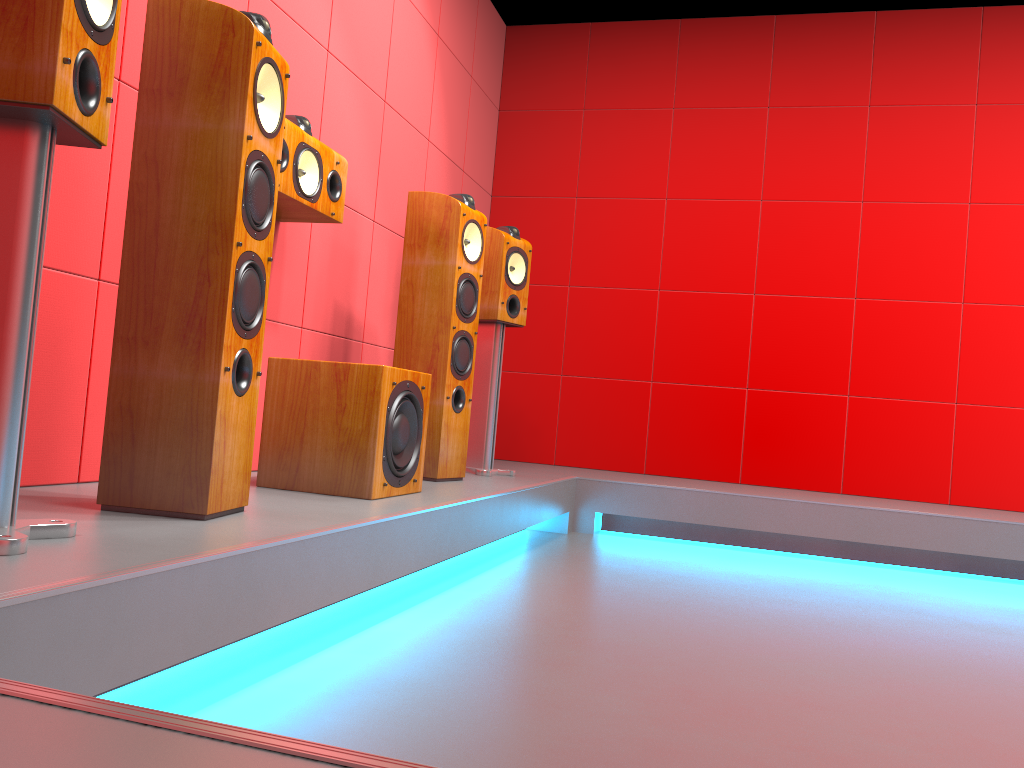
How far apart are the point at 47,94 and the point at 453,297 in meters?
1.9

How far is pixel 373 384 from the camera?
2.4 meters

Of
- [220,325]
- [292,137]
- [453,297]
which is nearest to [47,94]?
[220,325]

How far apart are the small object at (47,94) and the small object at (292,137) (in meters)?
1.05

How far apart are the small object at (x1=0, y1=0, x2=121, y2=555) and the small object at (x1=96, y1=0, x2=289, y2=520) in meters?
0.3

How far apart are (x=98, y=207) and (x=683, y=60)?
3.6m

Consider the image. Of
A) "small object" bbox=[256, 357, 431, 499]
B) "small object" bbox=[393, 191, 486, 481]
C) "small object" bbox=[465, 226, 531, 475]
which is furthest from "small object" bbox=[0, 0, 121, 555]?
"small object" bbox=[465, 226, 531, 475]

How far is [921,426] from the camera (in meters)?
4.41

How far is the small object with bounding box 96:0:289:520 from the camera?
1.7 meters

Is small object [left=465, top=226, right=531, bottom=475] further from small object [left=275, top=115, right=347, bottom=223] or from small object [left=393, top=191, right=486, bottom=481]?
small object [left=275, top=115, right=347, bottom=223]
